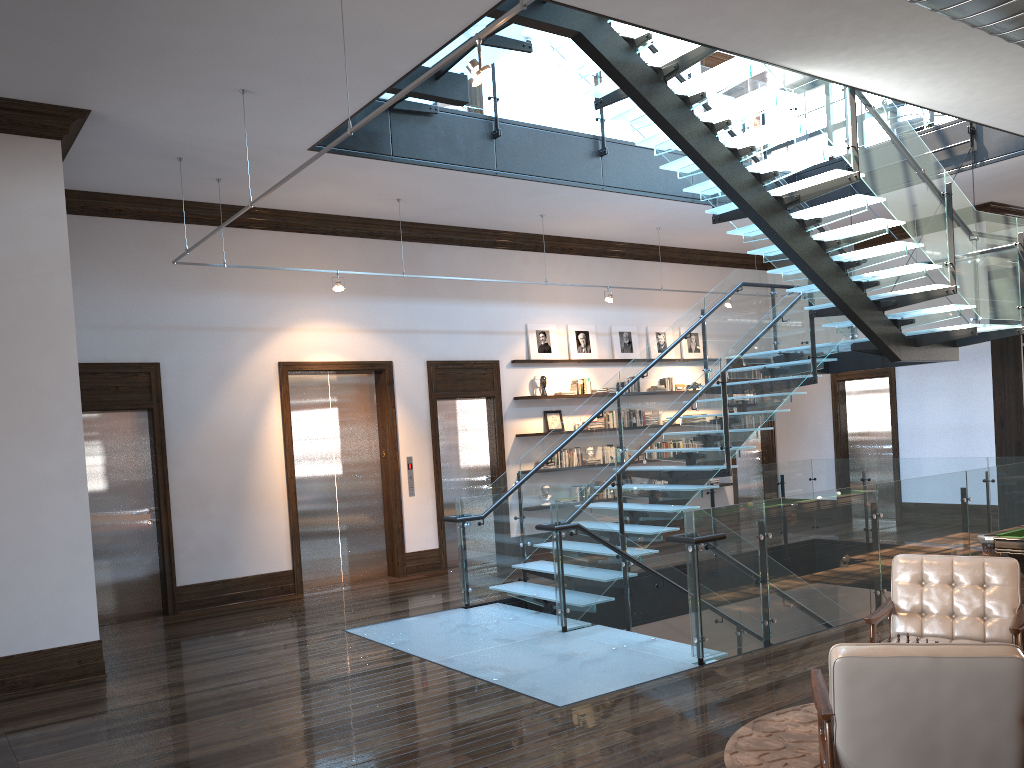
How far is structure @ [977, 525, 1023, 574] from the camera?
5.7 meters

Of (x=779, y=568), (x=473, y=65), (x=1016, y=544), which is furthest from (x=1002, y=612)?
(x=473, y=65)

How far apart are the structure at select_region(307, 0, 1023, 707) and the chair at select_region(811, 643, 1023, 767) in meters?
2.1 m

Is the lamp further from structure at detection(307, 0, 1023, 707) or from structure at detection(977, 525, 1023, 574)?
structure at detection(977, 525, 1023, 574)

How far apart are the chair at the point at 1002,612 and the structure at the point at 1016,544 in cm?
92

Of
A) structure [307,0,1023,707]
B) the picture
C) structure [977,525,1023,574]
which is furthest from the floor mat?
the picture

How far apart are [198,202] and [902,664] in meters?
8.6 m

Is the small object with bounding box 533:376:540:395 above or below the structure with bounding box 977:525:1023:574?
above

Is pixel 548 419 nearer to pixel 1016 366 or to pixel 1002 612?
pixel 1016 366

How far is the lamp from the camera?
4.0 meters
